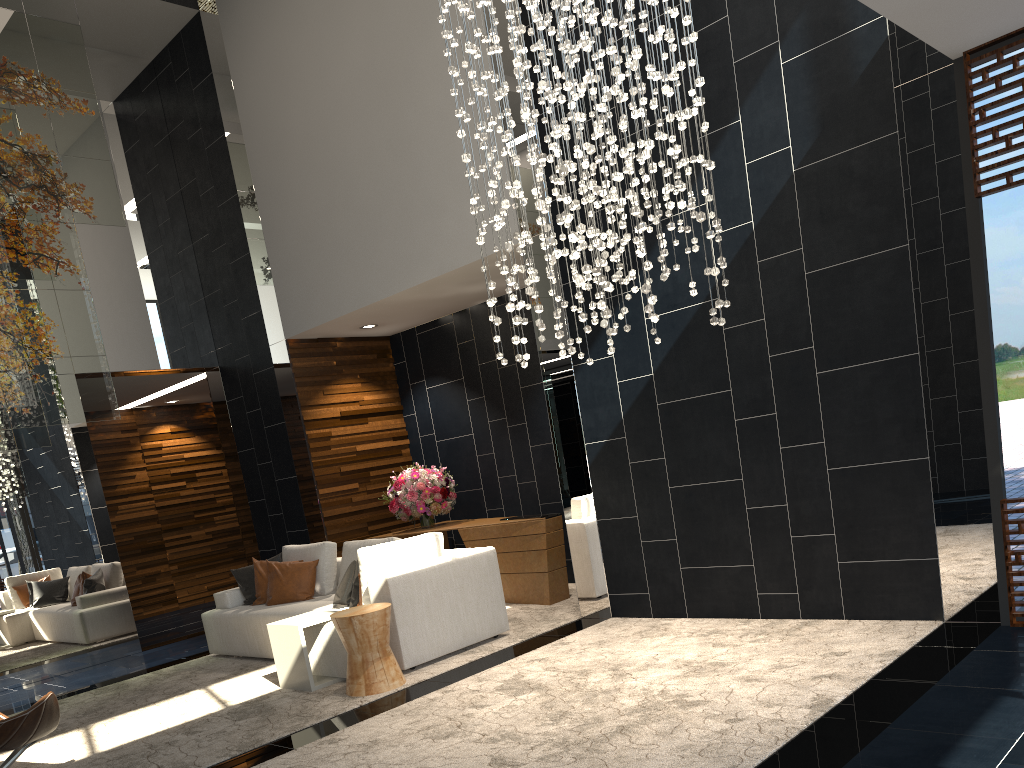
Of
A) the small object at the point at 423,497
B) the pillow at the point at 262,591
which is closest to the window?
the small object at the point at 423,497

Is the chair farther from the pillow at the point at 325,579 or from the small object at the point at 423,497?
the small object at the point at 423,497

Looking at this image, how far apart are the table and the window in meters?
3.9

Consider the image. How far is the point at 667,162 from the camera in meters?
4.4

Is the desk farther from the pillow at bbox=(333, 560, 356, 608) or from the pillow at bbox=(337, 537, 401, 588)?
the pillow at bbox=(333, 560, 356, 608)

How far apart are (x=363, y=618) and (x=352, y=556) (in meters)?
1.74

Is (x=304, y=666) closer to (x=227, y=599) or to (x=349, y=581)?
(x=349, y=581)

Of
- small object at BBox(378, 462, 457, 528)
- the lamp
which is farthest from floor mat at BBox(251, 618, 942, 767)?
small object at BBox(378, 462, 457, 528)

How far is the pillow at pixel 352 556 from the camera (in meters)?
6.82

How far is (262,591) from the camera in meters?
7.2 m
